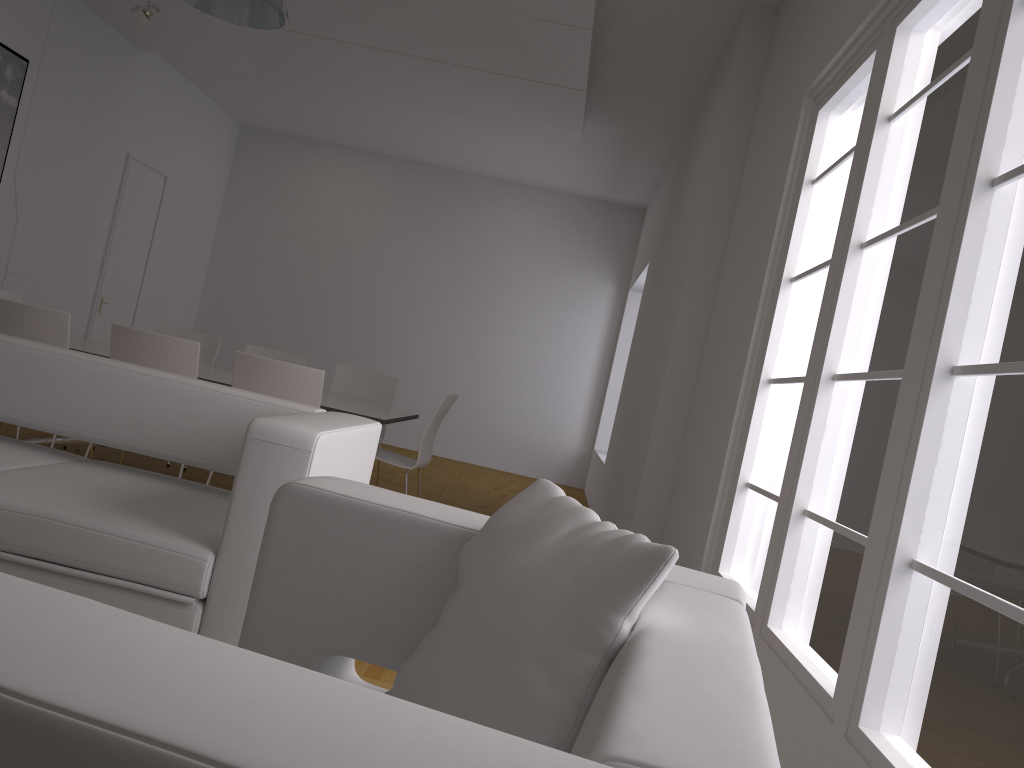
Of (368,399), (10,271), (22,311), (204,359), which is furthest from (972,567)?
(10,271)

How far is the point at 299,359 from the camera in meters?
6.6

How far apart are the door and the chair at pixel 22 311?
4.31m

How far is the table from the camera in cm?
503

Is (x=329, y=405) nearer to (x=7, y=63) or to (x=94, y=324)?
(x=7, y=63)

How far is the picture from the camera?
6.4m

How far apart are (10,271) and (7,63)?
1.6m

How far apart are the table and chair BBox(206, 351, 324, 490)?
0.37m

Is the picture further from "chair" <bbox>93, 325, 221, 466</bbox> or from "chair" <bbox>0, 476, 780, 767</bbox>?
"chair" <bbox>0, 476, 780, 767</bbox>

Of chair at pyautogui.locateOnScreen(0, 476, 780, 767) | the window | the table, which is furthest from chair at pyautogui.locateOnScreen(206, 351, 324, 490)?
chair at pyautogui.locateOnScreen(0, 476, 780, 767)
